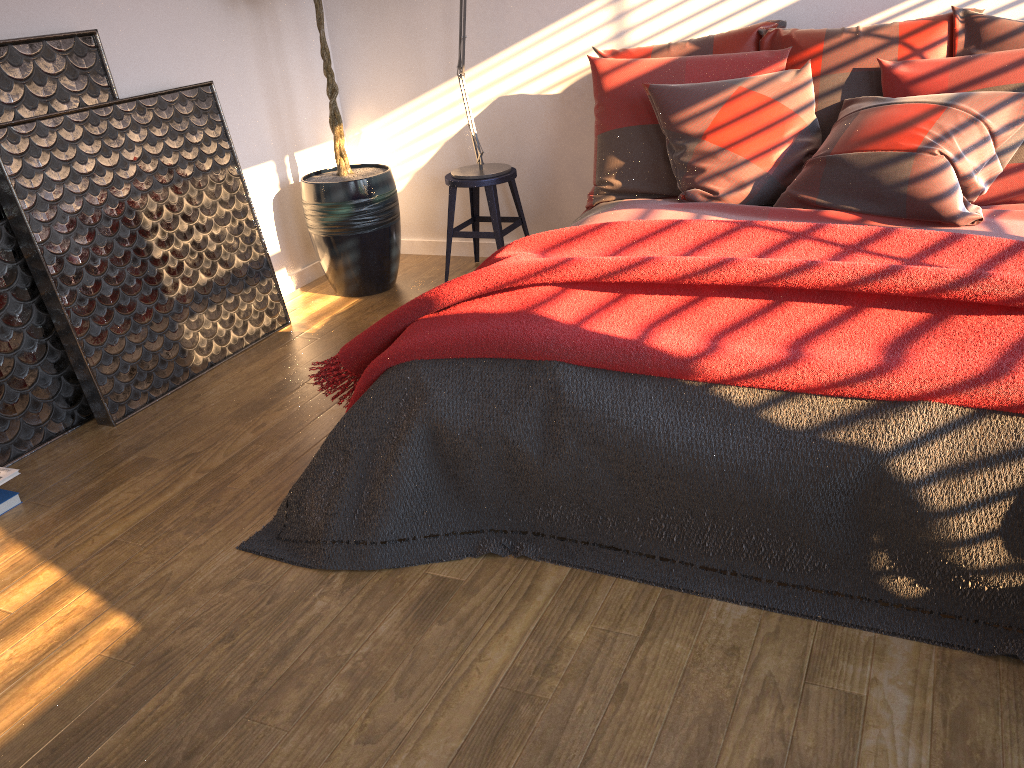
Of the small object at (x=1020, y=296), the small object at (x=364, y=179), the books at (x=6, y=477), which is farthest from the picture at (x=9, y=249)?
the small object at (x=1020, y=296)

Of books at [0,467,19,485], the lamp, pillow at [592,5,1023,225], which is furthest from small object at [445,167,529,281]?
books at [0,467,19,485]

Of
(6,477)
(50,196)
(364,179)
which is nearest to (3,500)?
(6,477)

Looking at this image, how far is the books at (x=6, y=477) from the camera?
2.6 meters

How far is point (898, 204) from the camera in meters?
2.7 m

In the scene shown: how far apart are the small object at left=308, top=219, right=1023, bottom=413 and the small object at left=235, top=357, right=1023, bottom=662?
0.0 meters

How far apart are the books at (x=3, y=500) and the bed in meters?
2.0

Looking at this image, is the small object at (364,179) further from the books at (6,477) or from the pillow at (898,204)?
the books at (6,477)

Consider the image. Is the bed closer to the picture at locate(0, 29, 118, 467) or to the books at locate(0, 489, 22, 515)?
the picture at locate(0, 29, 118, 467)

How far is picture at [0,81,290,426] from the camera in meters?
2.9 m
